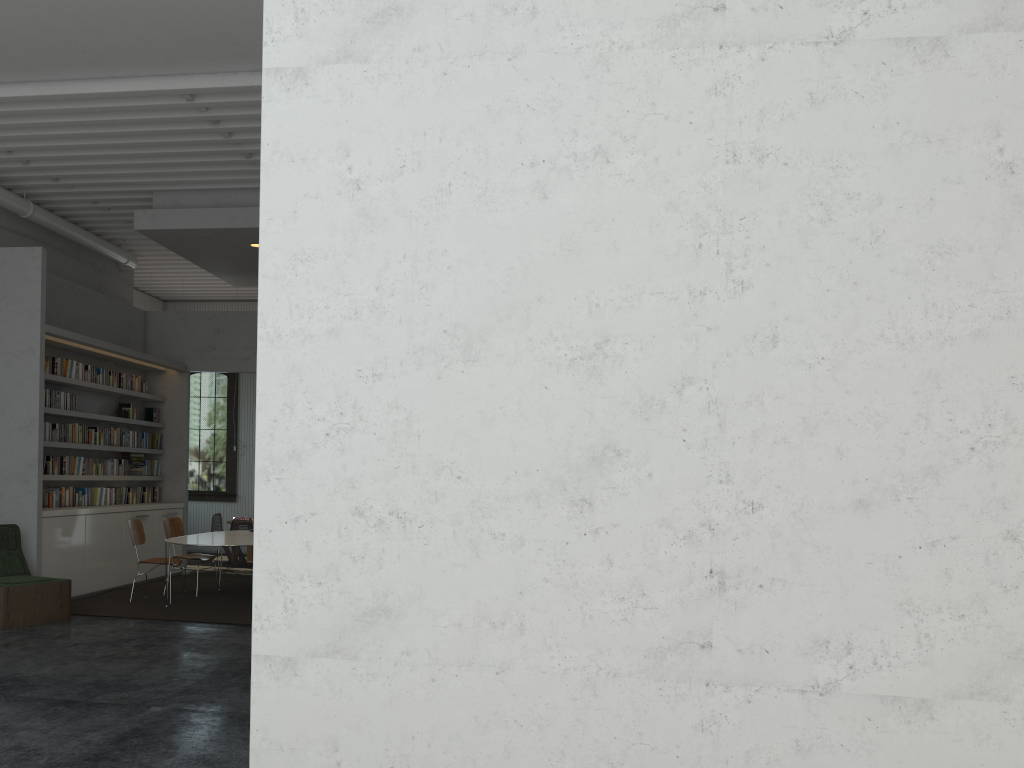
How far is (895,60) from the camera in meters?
3.2
